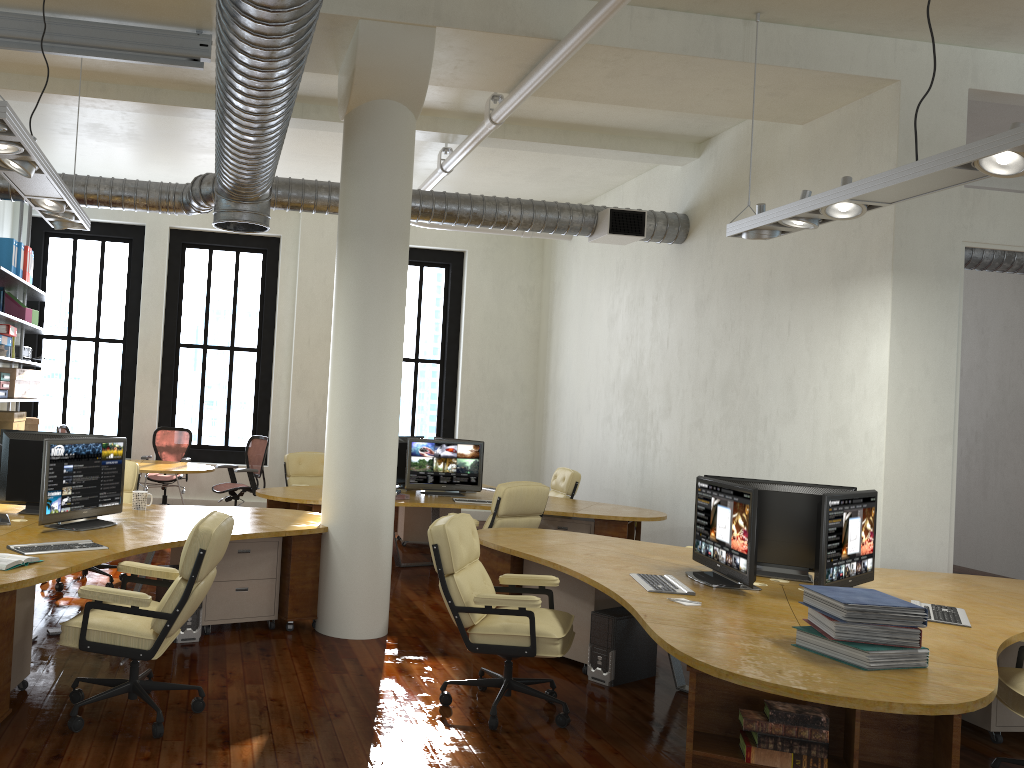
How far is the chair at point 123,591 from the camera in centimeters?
408cm

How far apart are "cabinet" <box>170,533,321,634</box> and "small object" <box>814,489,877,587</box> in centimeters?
313cm

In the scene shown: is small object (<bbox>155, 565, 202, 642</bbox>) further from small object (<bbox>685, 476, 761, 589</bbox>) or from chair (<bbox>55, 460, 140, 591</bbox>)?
small object (<bbox>685, 476, 761, 589</bbox>)

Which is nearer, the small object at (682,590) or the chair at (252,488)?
the small object at (682,590)

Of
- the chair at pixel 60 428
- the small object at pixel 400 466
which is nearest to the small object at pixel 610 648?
the small object at pixel 400 466

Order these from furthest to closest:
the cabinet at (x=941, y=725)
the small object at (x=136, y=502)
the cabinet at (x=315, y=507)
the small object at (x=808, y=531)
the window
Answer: the window, the cabinet at (x=315, y=507), the small object at (x=136, y=502), the small object at (x=808, y=531), the cabinet at (x=941, y=725)

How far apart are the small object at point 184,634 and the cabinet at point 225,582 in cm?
14

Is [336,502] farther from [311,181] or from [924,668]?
[311,181]

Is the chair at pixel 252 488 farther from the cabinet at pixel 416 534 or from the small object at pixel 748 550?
the small object at pixel 748 550

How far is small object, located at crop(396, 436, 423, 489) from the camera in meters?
9.2
